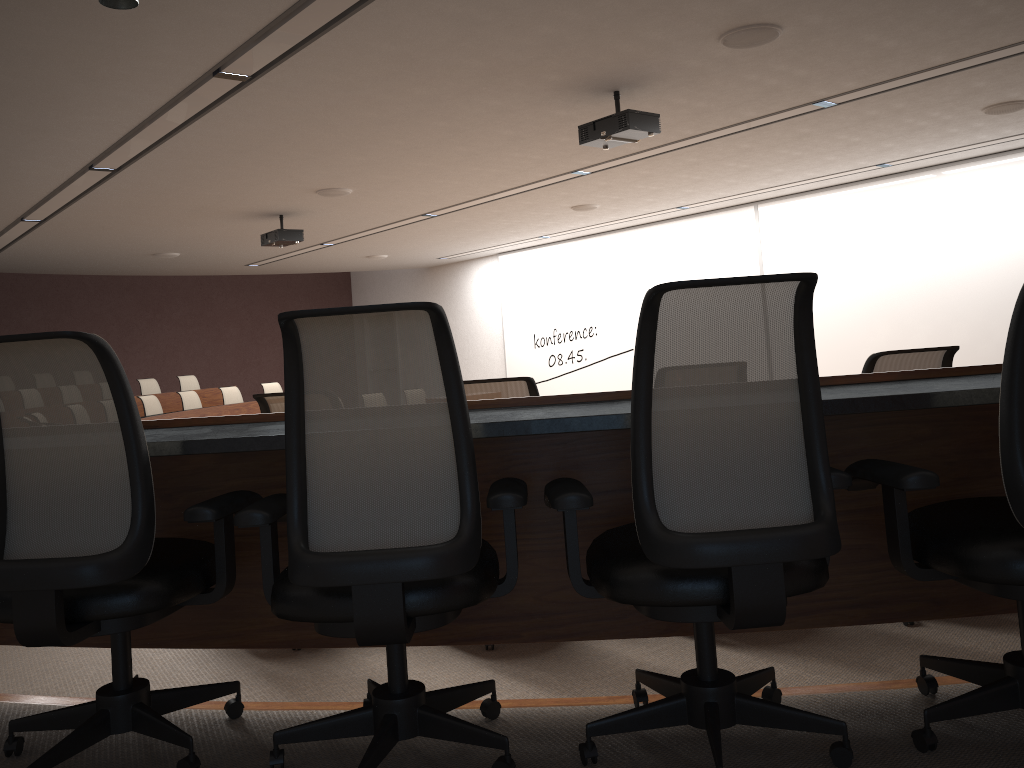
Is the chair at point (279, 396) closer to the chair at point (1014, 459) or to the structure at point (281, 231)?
the chair at point (1014, 459)

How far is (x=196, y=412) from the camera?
11.43m

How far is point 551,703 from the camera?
2.24m

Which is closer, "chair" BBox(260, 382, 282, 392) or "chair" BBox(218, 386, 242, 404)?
"chair" BBox(218, 386, 242, 404)

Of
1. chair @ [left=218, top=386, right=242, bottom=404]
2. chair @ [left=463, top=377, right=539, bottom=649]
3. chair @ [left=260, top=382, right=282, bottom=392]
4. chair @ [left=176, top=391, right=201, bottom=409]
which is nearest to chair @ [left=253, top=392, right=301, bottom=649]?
chair @ [left=463, top=377, right=539, bottom=649]

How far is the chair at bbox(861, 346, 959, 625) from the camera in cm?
304

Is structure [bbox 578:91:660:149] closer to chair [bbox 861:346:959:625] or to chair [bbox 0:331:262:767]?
chair [bbox 861:346:959:625]

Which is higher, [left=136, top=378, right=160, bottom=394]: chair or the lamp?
the lamp

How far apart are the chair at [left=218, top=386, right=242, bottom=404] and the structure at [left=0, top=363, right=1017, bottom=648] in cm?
1065

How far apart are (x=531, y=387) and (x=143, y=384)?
11.6 meters
